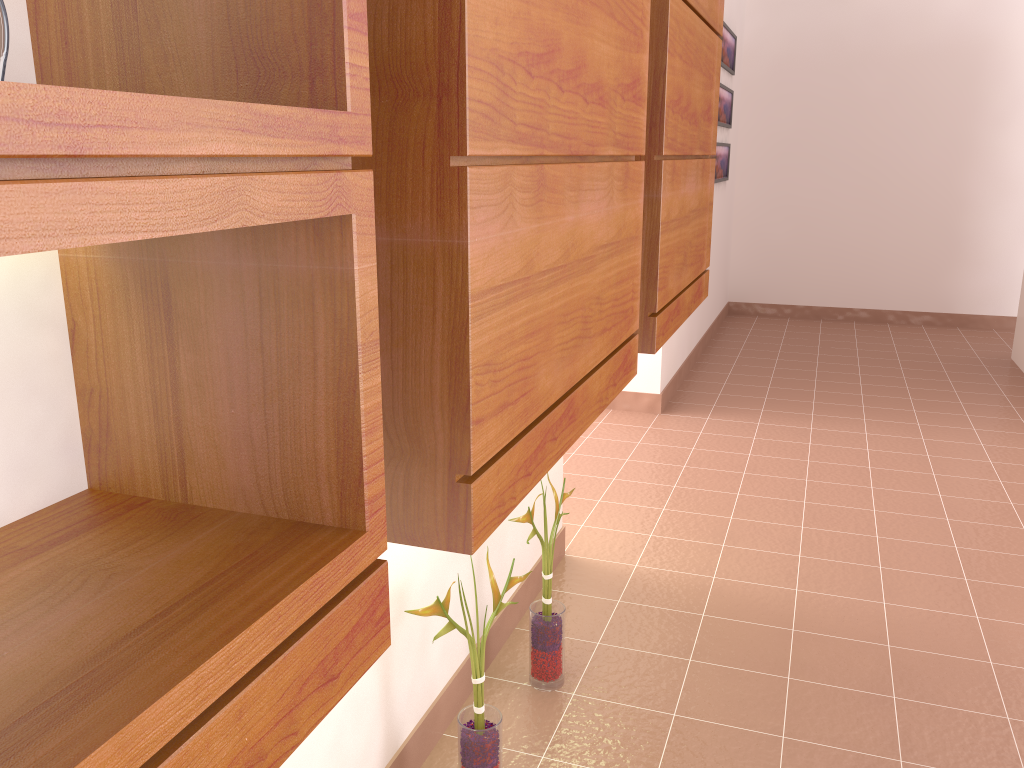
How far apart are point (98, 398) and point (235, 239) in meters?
0.2

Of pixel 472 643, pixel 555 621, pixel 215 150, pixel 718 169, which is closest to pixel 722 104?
pixel 718 169

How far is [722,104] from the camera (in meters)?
5.65

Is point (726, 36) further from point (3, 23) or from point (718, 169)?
point (3, 23)

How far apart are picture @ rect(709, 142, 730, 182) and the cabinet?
3.2m

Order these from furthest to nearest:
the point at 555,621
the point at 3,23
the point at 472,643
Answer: the point at 555,621
the point at 472,643
the point at 3,23

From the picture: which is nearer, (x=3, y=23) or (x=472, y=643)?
(x=3, y=23)

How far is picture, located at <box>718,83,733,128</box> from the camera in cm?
565

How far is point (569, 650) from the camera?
2.3 meters

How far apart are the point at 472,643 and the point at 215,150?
1.3 meters
